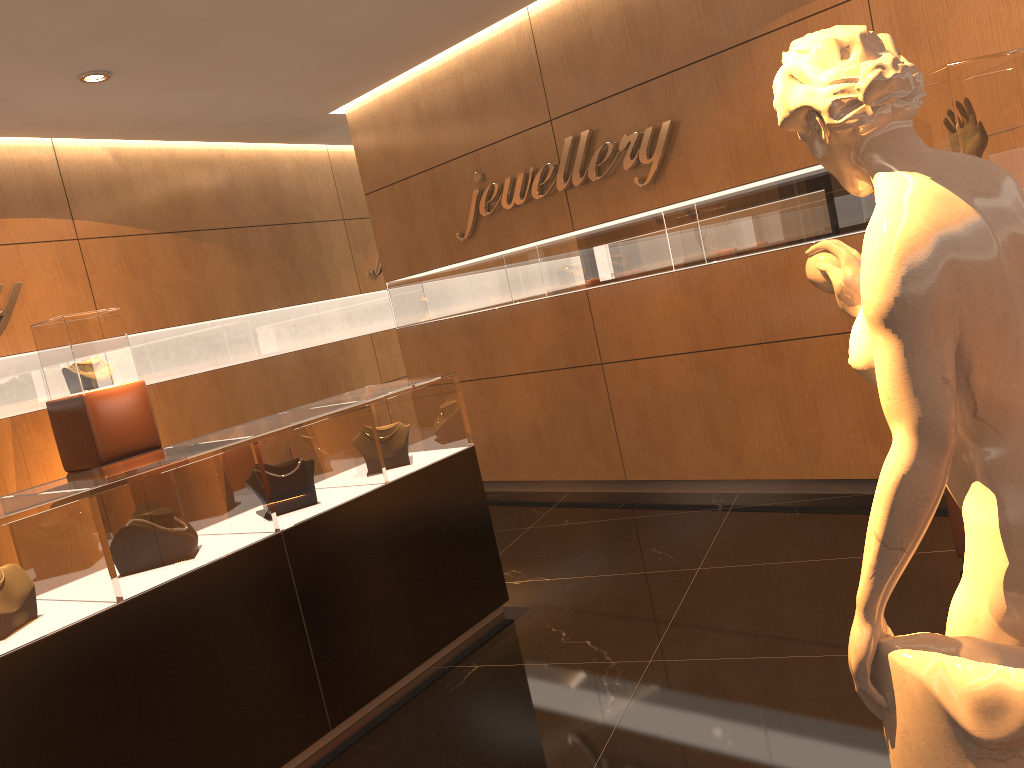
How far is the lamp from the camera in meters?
5.2

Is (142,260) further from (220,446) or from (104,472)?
(220,446)

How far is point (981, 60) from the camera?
3.20m

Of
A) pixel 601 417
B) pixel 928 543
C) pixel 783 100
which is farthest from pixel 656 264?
pixel 783 100

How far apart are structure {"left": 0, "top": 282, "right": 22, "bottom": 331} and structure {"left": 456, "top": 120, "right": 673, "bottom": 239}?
3.1m

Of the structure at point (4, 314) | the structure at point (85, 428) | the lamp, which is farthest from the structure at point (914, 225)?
the structure at point (4, 314)

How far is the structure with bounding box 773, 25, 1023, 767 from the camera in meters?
1.2 m

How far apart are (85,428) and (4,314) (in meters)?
1.11

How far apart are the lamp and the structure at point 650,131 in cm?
246

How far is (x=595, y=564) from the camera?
4.83m
